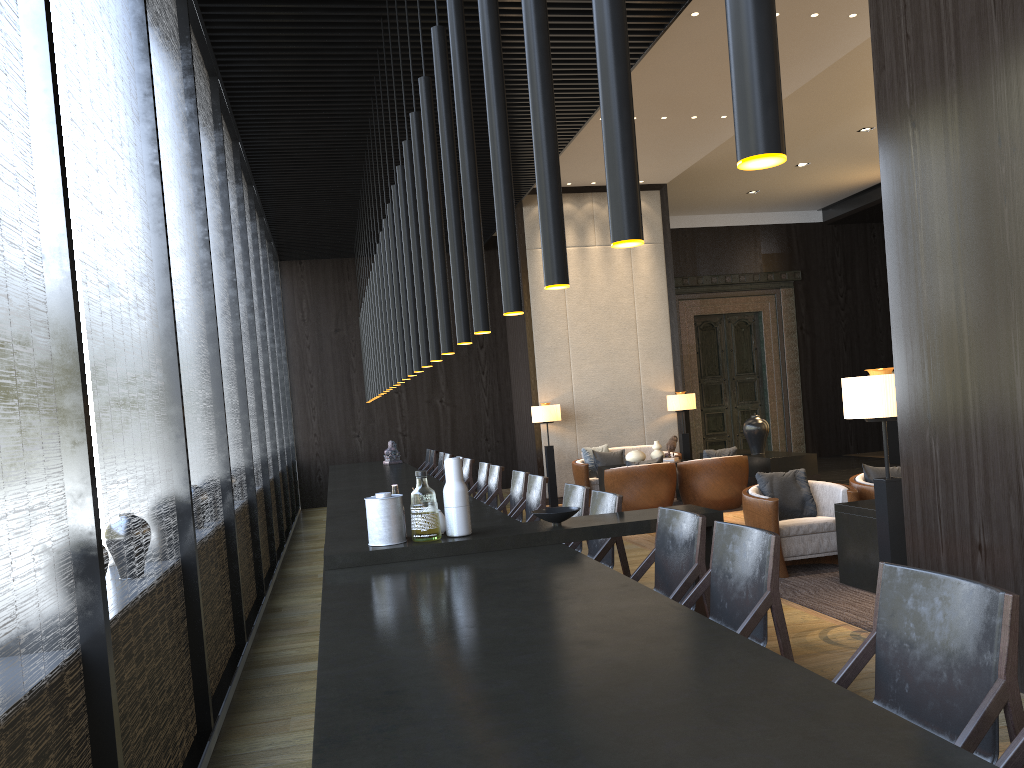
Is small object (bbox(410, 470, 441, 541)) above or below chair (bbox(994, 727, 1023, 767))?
above

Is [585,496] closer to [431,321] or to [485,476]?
[431,321]

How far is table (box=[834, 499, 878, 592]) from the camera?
5.34m

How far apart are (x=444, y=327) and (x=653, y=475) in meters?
5.7 m

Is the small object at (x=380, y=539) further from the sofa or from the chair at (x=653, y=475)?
the sofa

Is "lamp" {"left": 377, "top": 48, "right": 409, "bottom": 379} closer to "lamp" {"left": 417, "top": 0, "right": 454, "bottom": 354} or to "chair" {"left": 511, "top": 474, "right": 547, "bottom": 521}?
"chair" {"left": 511, "top": 474, "right": 547, "bottom": 521}

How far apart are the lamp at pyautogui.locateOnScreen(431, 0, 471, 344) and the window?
1.19m

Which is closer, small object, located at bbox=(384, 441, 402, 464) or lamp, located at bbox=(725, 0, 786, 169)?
lamp, located at bbox=(725, 0, 786, 169)

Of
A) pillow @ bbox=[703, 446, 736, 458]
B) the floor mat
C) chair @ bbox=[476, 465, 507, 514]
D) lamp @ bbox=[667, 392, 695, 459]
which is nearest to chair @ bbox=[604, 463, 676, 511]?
pillow @ bbox=[703, 446, 736, 458]

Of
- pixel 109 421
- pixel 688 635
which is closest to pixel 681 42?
pixel 109 421
